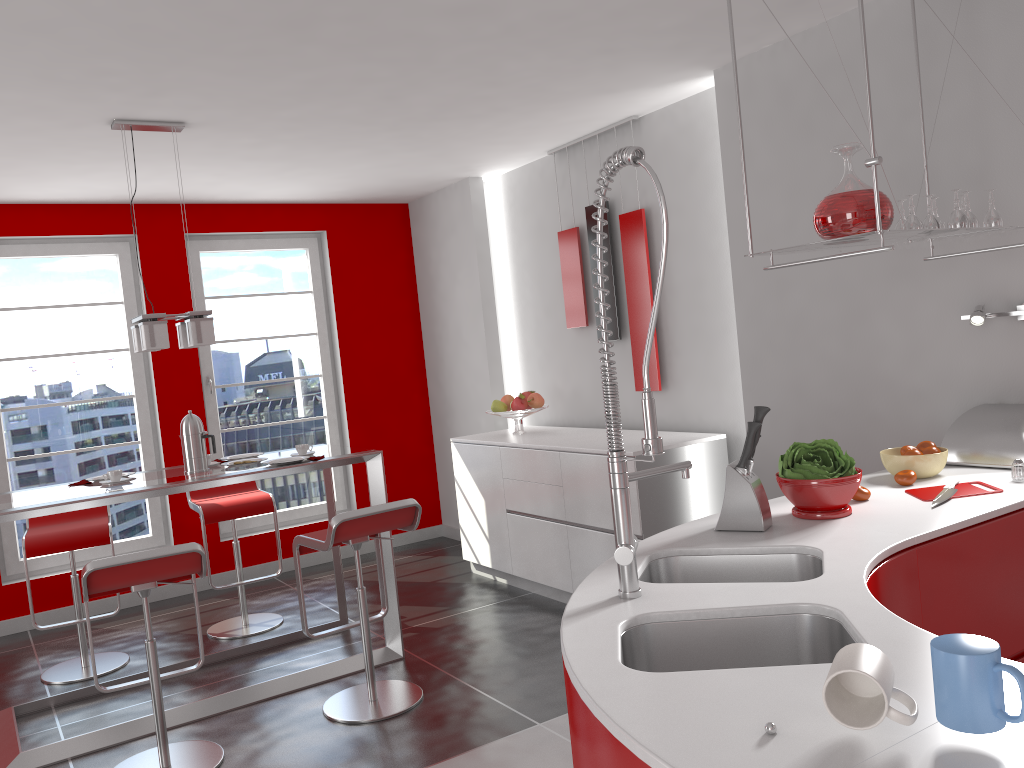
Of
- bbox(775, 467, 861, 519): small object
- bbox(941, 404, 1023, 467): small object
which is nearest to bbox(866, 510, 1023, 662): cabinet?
bbox(775, 467, 861, 519): small object

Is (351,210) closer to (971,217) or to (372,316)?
(372,316)

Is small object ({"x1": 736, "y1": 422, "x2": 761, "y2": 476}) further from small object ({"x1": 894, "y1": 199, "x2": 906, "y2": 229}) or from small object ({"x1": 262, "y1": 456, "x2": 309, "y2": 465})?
small object ({"x1": 262, "y1": 456, "x2": 309, "y2": 465})

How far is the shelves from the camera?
2.34m

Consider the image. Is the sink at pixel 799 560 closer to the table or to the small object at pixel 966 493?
the small object at pixel 966 493

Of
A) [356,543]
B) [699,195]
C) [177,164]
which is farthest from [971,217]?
[177,164]

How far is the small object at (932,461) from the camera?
2.8 meters

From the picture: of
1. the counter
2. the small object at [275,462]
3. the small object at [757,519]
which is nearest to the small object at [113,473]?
the small object at [275,462]

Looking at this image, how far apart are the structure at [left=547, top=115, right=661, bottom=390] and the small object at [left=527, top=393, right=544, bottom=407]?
0.5m

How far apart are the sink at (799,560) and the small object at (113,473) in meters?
2.7
